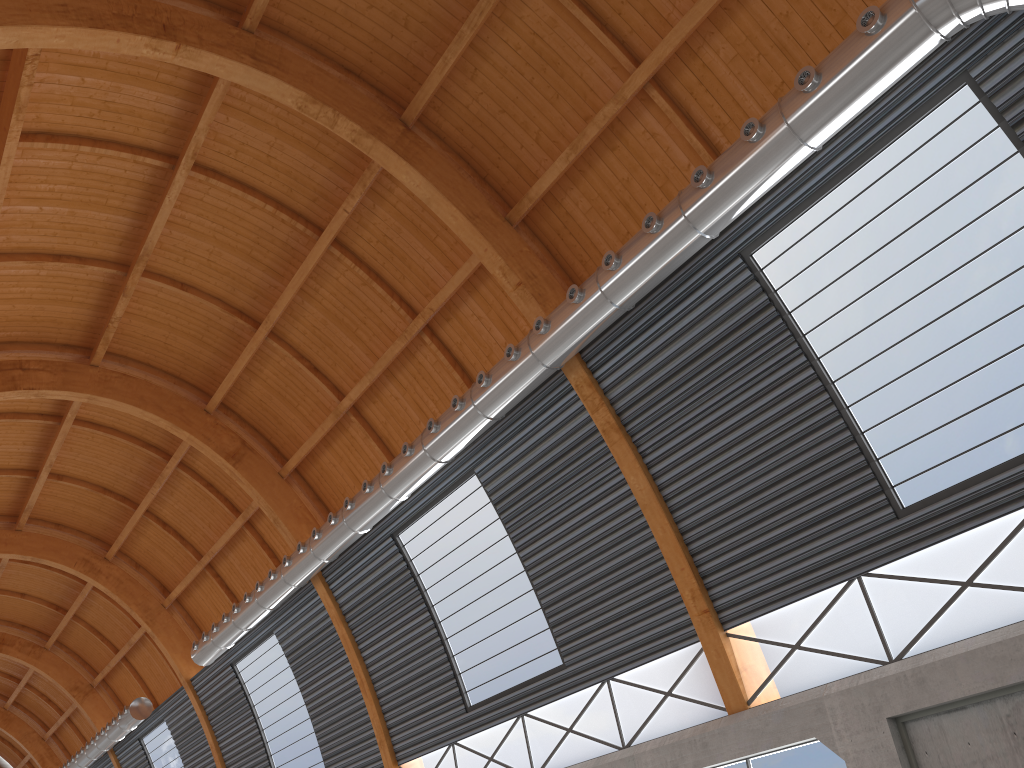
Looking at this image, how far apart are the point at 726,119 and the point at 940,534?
A: 10.3 meters
